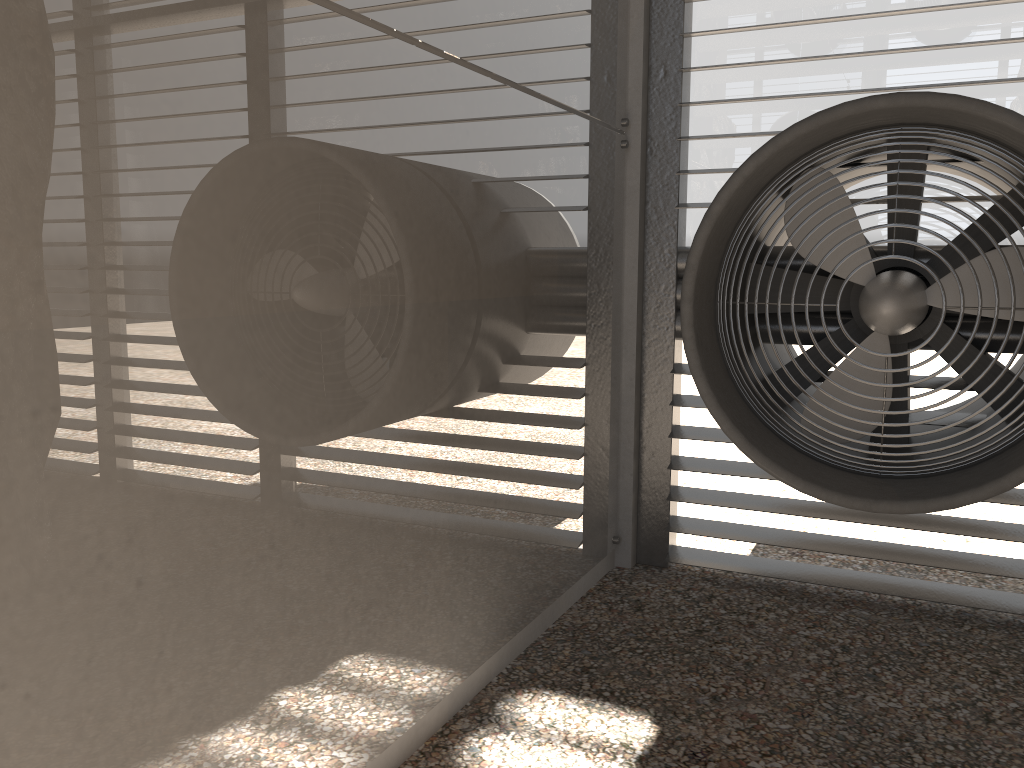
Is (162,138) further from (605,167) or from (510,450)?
(605,167)
